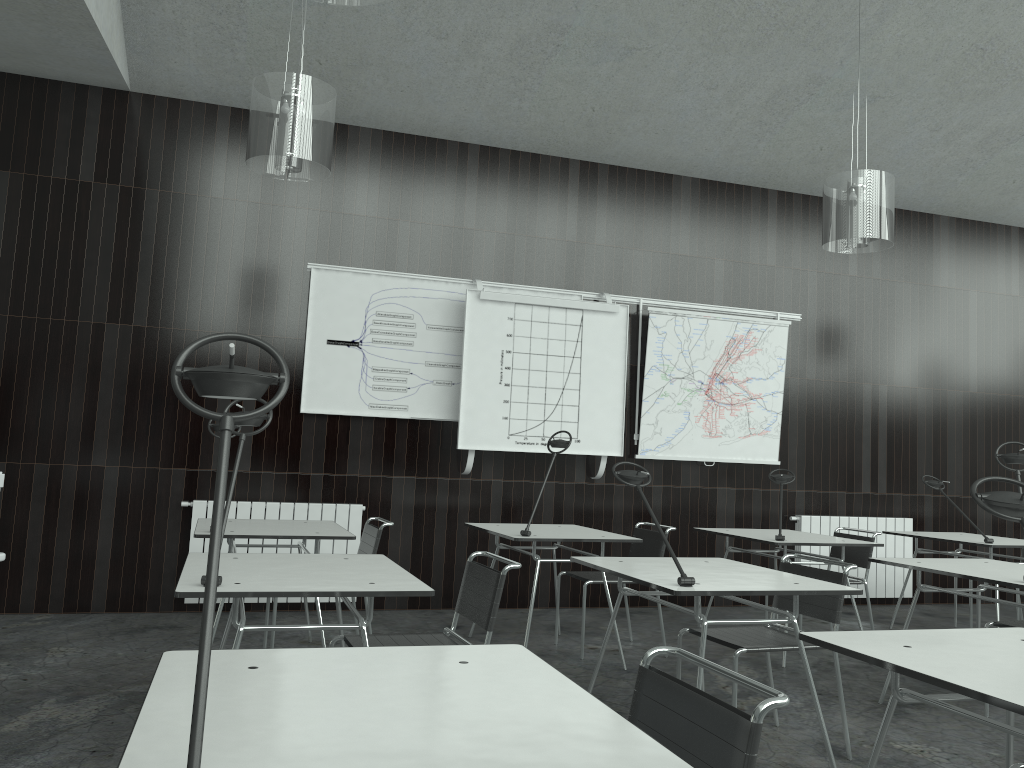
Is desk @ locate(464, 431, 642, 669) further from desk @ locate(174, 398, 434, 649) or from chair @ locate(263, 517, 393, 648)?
desk @ locate(174, 398, 434, 649)

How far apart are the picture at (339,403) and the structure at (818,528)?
1.6m

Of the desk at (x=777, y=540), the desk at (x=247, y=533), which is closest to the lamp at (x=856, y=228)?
the desk at (x=777, y=540)

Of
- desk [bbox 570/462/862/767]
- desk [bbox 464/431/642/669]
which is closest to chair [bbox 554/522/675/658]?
desk [bbox 464/431/642/669]

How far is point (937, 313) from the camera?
7.4m

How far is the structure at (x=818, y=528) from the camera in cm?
682

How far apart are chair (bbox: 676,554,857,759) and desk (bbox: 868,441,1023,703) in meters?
0.6 m

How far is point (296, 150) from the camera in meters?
3.7 m

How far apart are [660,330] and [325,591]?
4.4 meters

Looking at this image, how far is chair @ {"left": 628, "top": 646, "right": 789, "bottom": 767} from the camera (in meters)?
1.34
